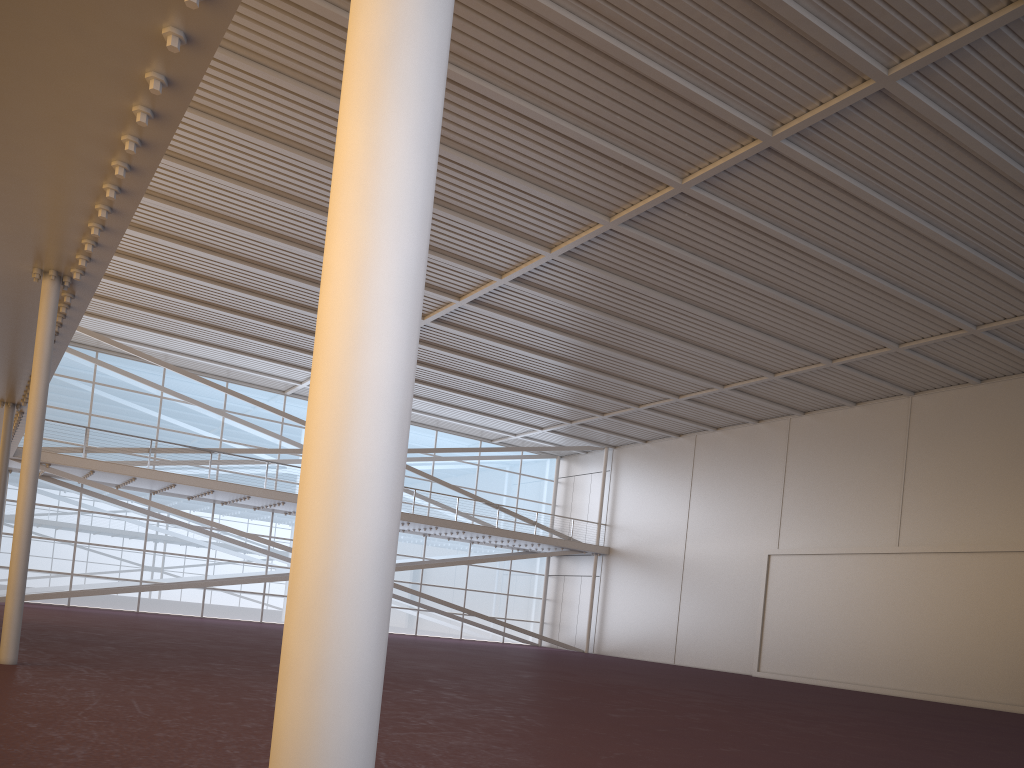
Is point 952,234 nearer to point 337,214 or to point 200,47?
point 200,47
